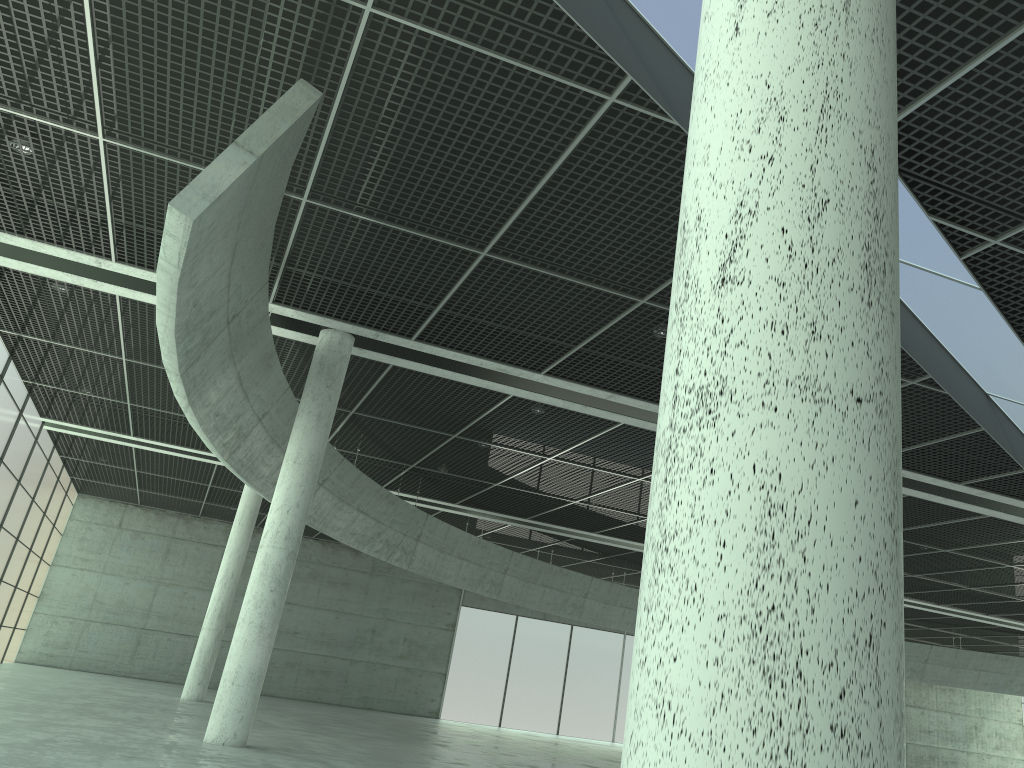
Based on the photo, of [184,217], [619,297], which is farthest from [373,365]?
[184,217]
